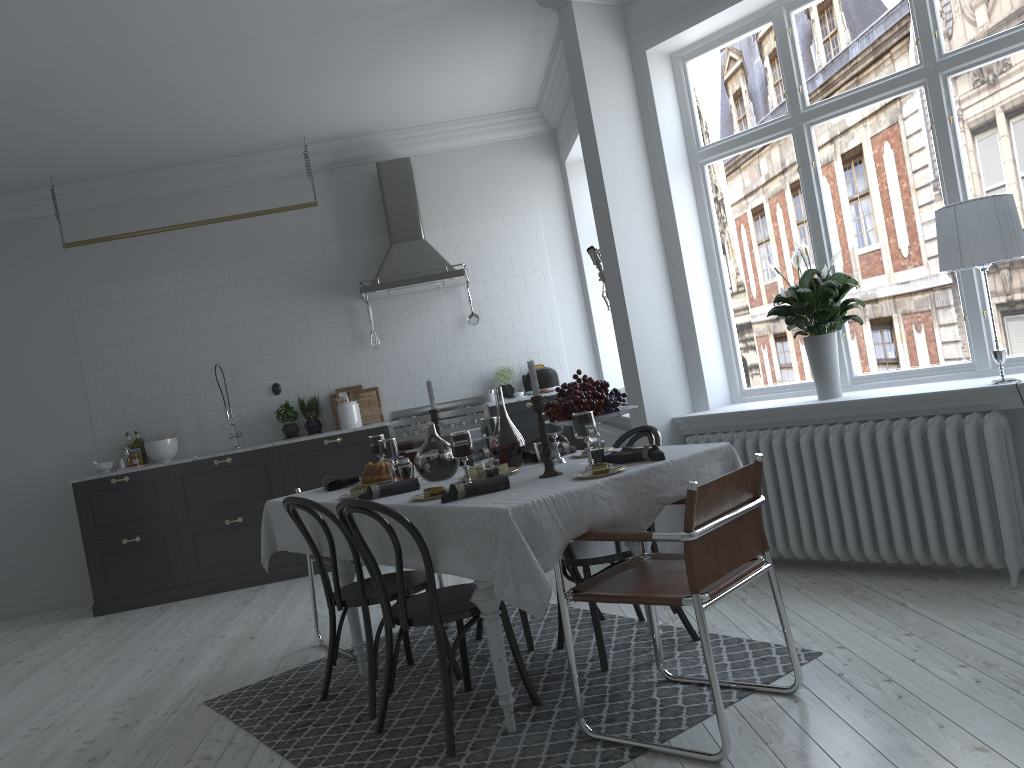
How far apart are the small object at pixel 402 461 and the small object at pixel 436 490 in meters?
0.8

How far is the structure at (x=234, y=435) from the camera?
7.1 meters

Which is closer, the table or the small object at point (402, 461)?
the table

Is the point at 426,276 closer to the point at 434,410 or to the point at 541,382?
the point at 541,382

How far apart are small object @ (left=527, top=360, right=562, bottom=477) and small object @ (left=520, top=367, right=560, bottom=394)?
3.9 meters

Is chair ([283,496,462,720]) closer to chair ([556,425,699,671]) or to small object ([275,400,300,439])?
chair ([556,425,699,671])

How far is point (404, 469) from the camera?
3.72m

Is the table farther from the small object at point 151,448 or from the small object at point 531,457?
the small object at point 151,448

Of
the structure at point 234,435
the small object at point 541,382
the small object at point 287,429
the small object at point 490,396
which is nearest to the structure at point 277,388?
the small object at point 287,429

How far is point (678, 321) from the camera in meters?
5.0 m
